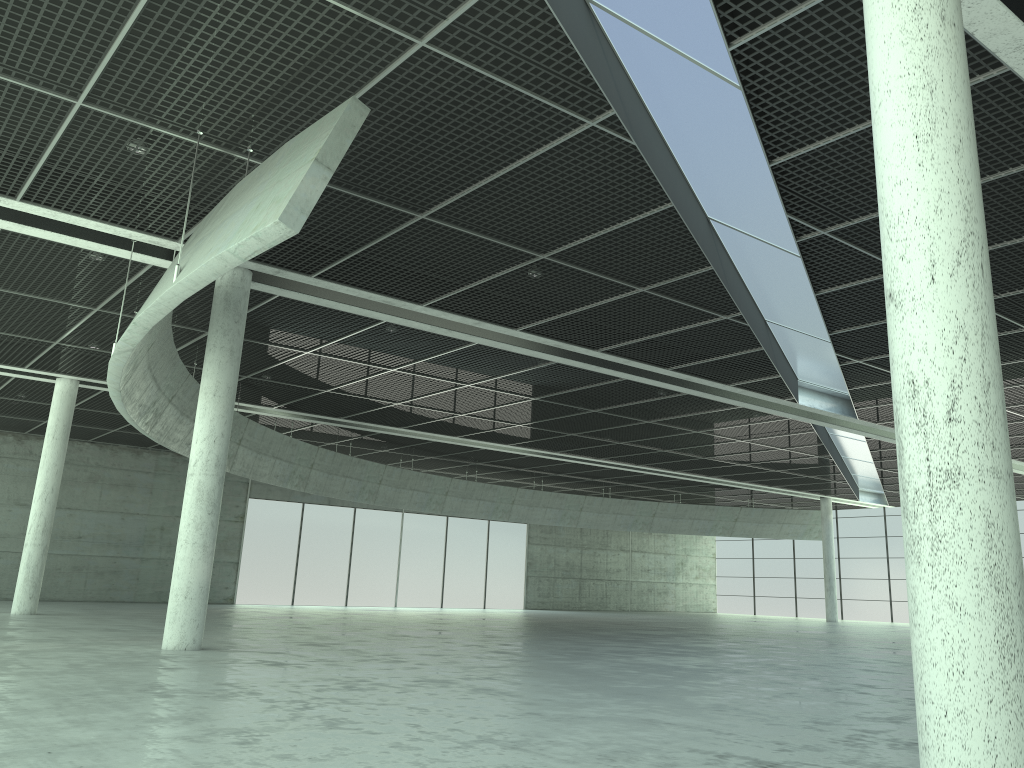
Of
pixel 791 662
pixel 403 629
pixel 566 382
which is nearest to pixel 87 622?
pixel 403 629
